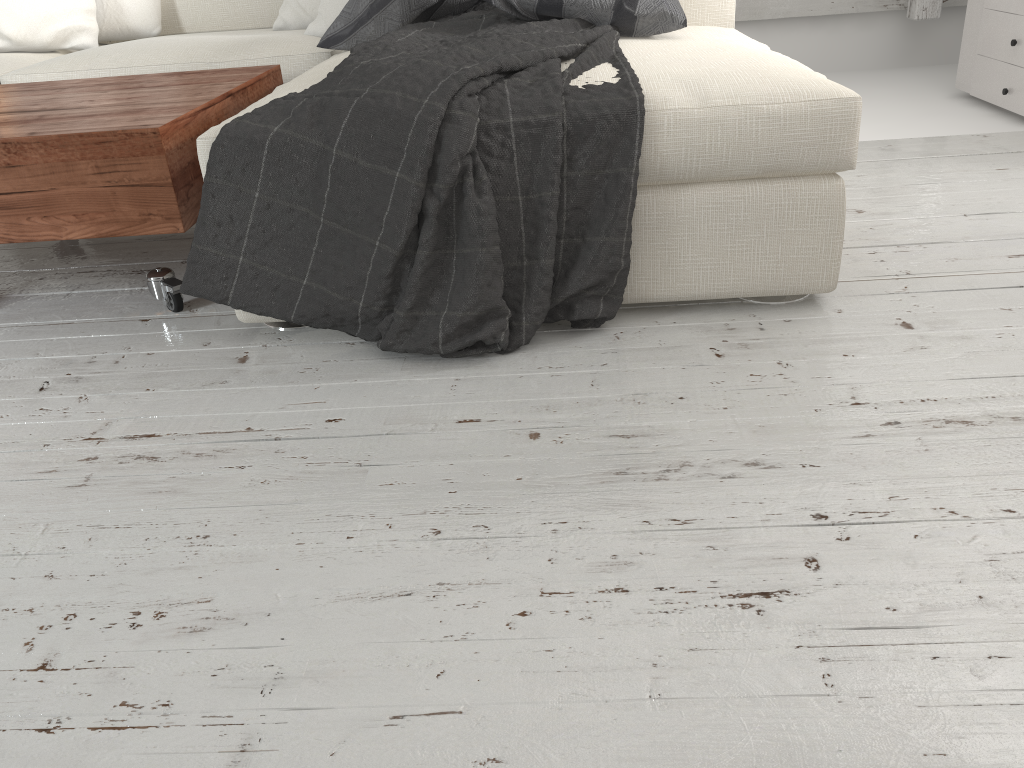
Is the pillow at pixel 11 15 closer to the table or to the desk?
the table

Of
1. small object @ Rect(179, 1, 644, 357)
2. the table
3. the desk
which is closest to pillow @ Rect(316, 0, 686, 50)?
small object @ Rect(179, 1, 644, 357)

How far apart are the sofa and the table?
0.09m

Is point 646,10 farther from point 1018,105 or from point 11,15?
point 11,15

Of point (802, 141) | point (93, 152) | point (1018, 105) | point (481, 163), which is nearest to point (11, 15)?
point (93, 152)

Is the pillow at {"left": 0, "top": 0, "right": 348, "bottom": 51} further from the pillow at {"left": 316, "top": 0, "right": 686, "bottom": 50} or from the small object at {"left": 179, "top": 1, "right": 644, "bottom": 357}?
the small object at {"left": 179, "top": 1, "right": 644, "bottom": 357}

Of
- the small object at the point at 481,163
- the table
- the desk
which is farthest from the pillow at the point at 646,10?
the desk

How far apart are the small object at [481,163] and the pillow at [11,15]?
0.4m

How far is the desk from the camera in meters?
2.6

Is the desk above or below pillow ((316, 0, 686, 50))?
below
